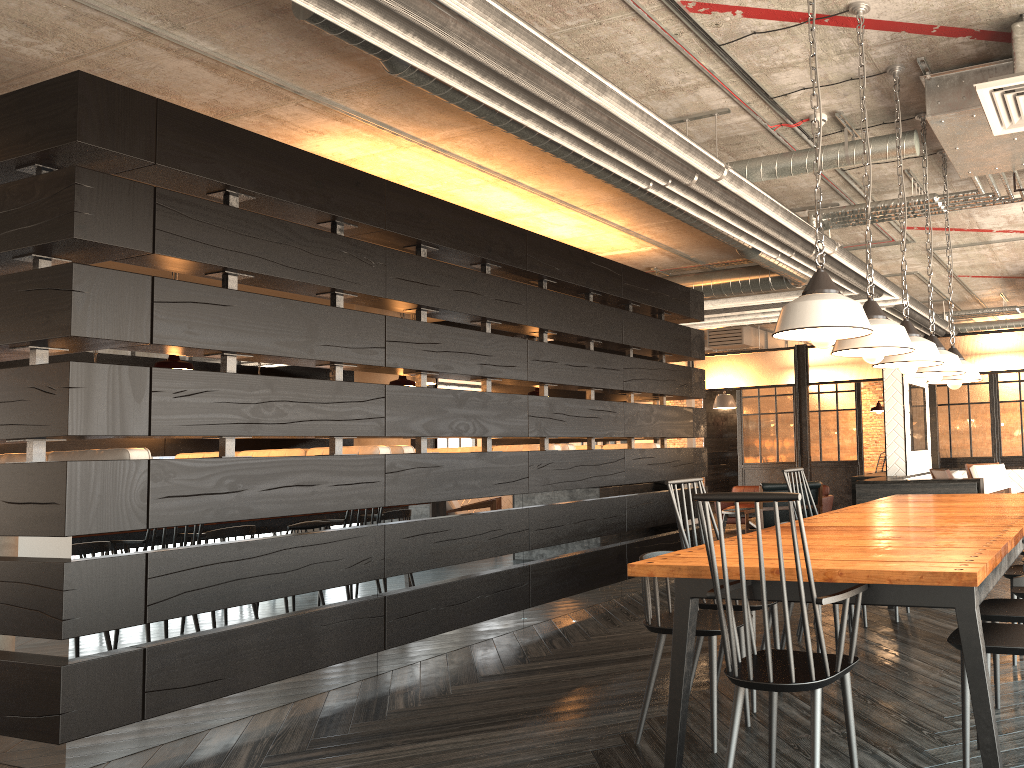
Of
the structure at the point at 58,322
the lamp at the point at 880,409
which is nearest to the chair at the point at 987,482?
the lamp at the point at 880,409

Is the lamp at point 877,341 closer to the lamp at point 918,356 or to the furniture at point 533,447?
the lamp at point 918,356

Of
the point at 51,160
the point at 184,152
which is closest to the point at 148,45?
the point at 184,152

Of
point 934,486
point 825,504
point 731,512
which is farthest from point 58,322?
point 825,504

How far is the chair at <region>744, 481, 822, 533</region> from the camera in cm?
878

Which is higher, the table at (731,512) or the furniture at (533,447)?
the furniture at (533,447)

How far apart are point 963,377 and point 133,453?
4.3 meters

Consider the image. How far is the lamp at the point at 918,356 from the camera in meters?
3.7

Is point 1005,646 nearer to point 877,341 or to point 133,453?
point 877,341

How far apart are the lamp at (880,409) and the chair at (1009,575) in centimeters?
482cm
